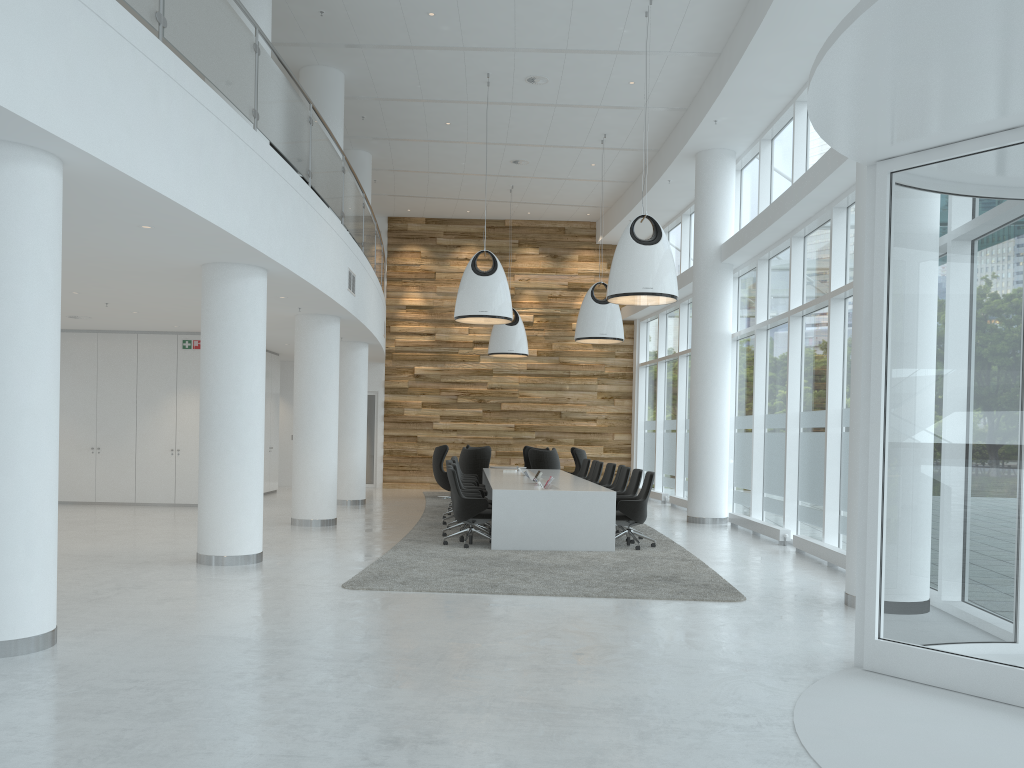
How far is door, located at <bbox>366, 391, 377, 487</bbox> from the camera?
22.0 meters

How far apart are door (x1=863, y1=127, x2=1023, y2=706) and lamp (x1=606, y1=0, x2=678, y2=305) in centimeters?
512cm

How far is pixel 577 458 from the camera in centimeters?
1884cm

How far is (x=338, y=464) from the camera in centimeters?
1677cm

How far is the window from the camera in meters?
3.8 m

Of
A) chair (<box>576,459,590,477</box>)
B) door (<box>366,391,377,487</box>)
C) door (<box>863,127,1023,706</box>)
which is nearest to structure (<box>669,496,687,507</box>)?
chair (<box>576,459,590,477</box>)

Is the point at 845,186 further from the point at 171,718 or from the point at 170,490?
the point at 170,490

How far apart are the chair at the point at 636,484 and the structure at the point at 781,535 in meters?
2.0

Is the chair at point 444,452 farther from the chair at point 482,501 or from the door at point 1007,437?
the door at point 1007,437

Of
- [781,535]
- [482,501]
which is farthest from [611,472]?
[482,501]
